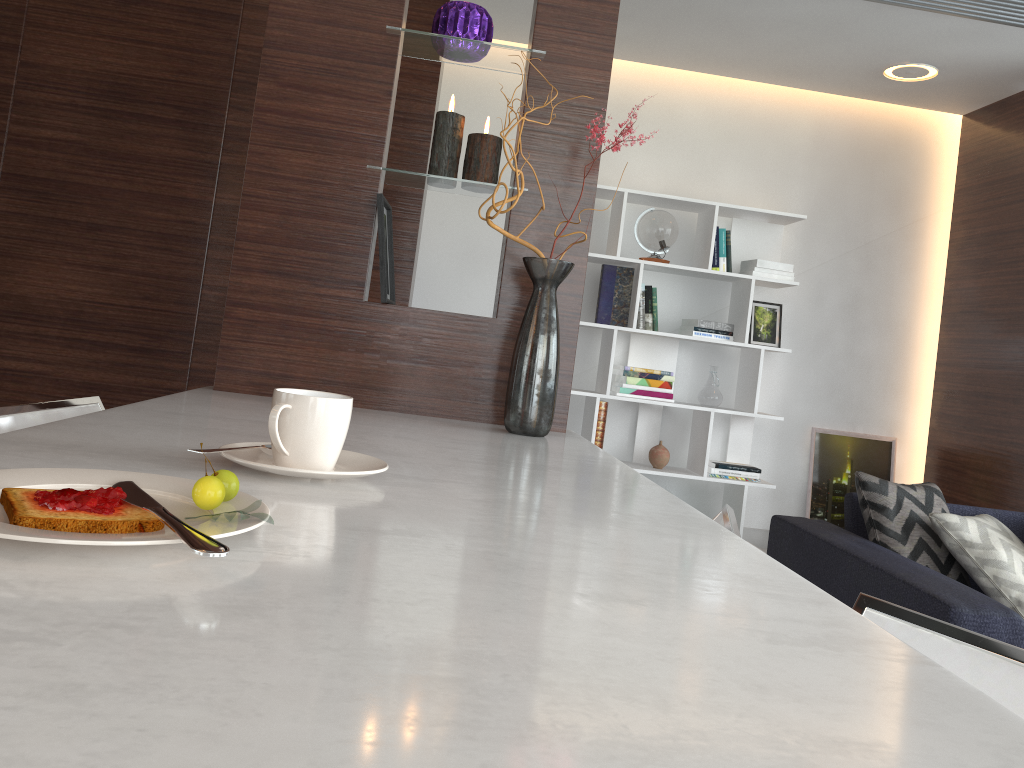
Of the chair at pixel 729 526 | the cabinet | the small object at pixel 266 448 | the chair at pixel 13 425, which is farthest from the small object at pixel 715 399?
the small object at pixel 266 448

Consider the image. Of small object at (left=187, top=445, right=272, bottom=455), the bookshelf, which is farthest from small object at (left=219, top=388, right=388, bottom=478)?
the bookshelf

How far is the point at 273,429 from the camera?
0.91m

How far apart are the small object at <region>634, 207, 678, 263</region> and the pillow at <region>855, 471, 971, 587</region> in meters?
2.1

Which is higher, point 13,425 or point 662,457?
point 13,425

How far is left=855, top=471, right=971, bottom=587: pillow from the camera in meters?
2.6

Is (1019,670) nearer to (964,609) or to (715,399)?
(964,609)

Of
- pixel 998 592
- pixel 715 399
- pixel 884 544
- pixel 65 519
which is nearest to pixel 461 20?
pixel 65 519

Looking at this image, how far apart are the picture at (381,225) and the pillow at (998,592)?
1.7m

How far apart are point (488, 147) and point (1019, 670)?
1.4m
